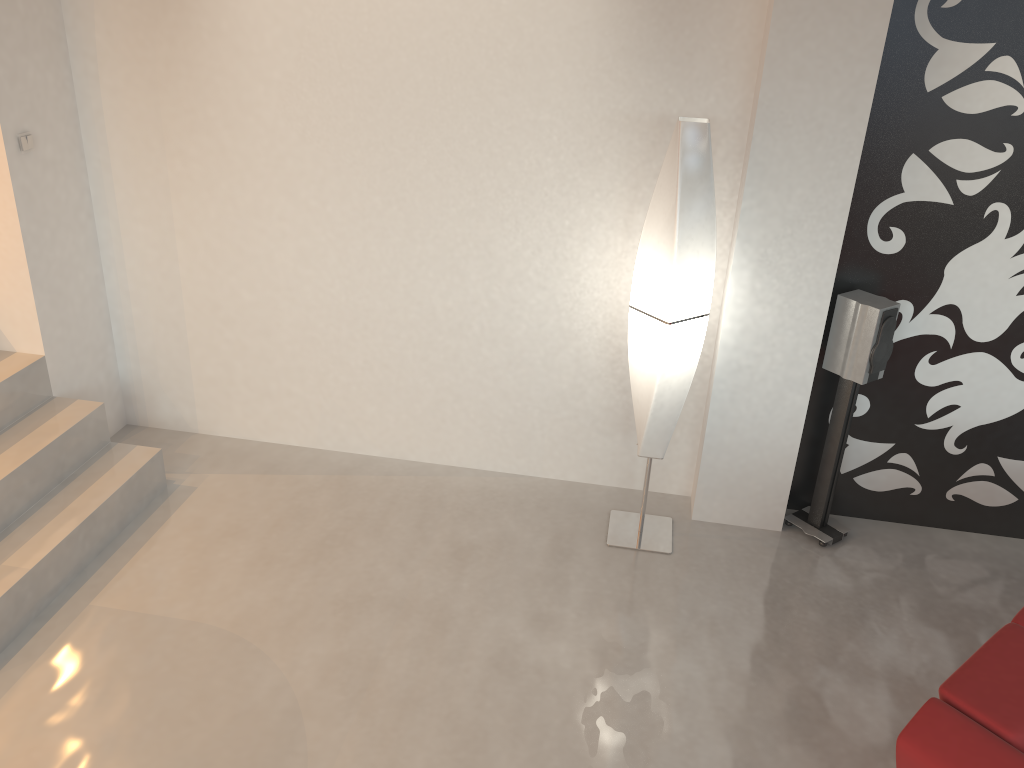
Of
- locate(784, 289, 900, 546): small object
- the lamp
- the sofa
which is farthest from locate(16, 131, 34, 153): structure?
the sofa

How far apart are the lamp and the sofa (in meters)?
1.48

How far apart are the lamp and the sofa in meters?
1.5

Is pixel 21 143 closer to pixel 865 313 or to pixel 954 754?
pixel 865 313

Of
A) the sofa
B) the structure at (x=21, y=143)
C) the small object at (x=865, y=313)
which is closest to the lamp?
the small object at (x=865, y=313)

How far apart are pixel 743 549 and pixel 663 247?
1.4 meters

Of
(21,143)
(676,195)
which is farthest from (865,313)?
(21,143)

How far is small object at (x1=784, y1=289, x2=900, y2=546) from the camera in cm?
349

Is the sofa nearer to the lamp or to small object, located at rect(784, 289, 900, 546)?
small object, located at rect(784, 289, 900, 546)

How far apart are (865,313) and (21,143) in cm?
346
